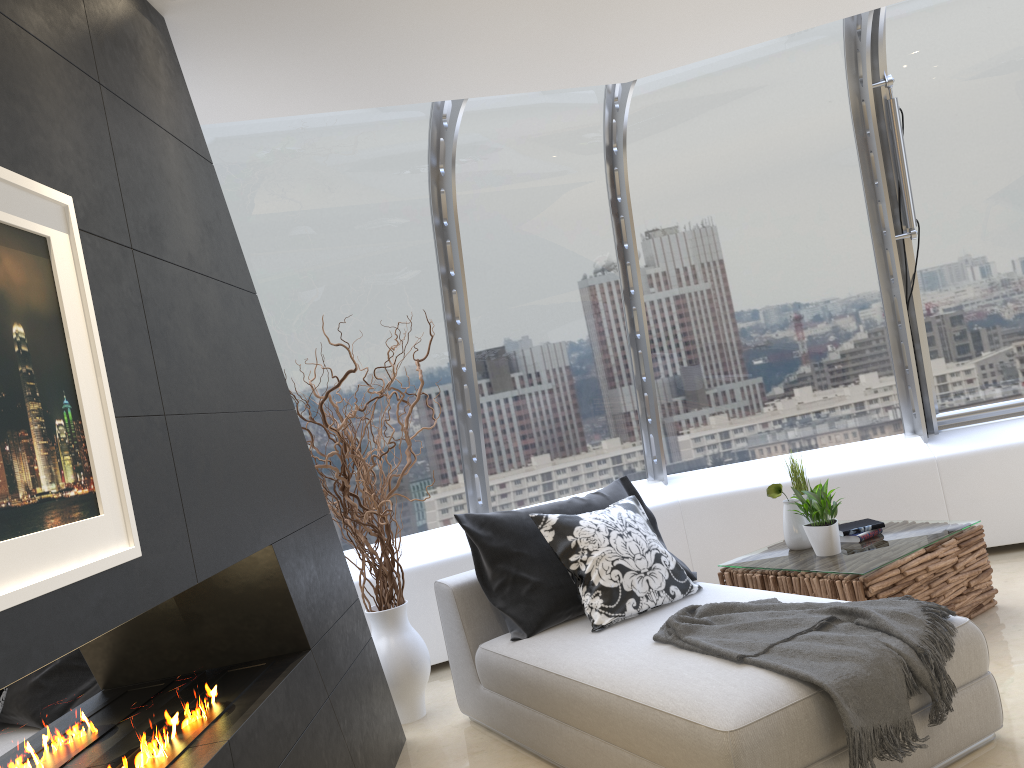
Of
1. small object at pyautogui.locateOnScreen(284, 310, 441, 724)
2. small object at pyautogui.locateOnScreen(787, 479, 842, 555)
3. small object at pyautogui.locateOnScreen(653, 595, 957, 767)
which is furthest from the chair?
small object at pyautogui.locateOnScreen(787, 479, 842, 555)

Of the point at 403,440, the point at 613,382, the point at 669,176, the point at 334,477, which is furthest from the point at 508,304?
the point at 334,477

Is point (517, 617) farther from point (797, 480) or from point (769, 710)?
point (797, 480)

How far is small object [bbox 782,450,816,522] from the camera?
4.7 meters

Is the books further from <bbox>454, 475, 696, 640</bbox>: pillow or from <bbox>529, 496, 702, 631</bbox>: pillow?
<bbox>529, 496, 702, 631</bbox>: pillow

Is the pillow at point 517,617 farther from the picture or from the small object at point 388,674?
the picture

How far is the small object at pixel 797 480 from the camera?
4.7 meters

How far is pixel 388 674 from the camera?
4.3m

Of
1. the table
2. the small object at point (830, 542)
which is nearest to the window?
the table

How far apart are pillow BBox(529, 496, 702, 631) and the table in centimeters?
50cm
